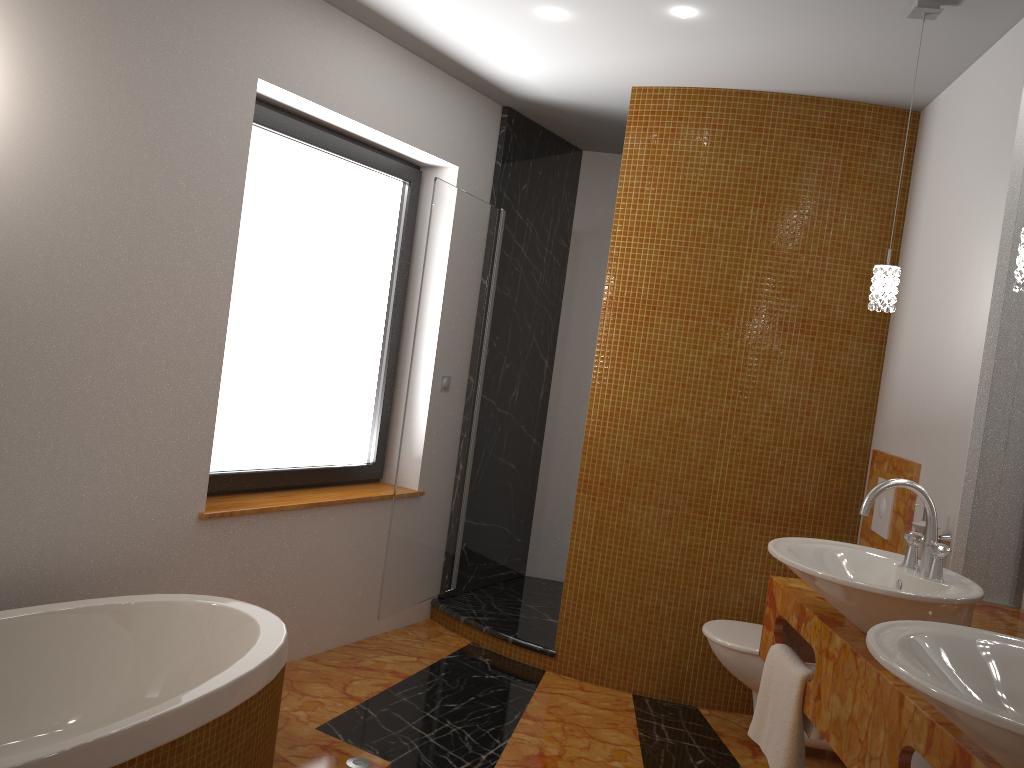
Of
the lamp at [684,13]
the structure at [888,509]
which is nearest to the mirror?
the structure at [888,509]

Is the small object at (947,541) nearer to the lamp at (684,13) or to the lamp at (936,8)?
the lamp at (936,8)

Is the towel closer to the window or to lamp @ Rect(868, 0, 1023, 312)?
lamp @ Rect(868, 0, 1023, 312)

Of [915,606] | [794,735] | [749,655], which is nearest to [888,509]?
[749,655]

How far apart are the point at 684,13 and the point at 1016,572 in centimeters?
195cm

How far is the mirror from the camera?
2.42m

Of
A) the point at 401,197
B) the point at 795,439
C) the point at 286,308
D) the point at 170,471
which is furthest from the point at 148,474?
the point at 795,439

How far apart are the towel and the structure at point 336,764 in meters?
1.0 m

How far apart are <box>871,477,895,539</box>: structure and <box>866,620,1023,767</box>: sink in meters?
1.7

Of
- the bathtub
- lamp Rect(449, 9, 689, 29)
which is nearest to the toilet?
the bathtub
